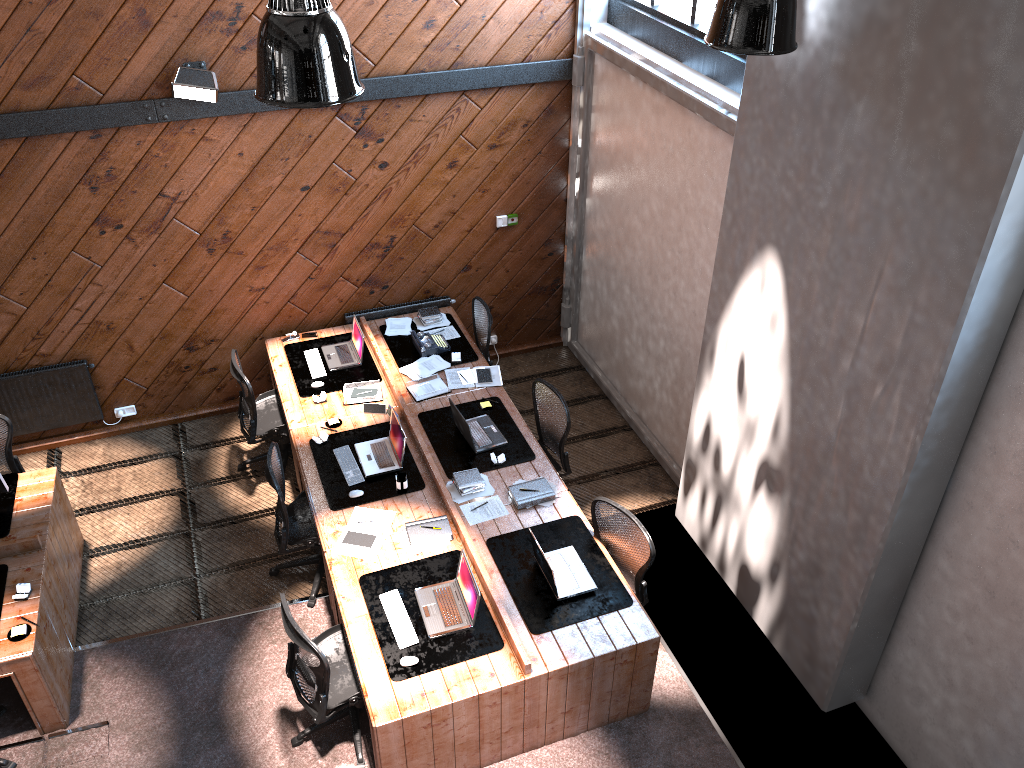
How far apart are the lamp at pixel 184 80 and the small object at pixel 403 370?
2.41m

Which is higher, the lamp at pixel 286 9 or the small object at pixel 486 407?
the lamp at pixel 286 9

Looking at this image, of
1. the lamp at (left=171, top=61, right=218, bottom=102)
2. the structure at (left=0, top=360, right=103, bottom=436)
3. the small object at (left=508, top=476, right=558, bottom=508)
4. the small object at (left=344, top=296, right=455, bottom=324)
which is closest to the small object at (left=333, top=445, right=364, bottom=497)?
the small object at (left=508, top=476, right=558, bottom=508)

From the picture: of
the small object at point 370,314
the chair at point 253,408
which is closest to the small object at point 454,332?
the small object at point 370,314

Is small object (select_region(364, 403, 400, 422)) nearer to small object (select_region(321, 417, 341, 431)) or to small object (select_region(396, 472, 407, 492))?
small object (select_region(321, 417, 341, 431))

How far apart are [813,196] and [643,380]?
3.3 meters

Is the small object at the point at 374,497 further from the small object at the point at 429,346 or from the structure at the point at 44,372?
the structure at the point at 44,372

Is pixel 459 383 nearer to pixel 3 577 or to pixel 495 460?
pixel 495 460

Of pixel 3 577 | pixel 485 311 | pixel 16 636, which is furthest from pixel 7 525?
pixel 485 311

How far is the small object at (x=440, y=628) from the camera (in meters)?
5.26
